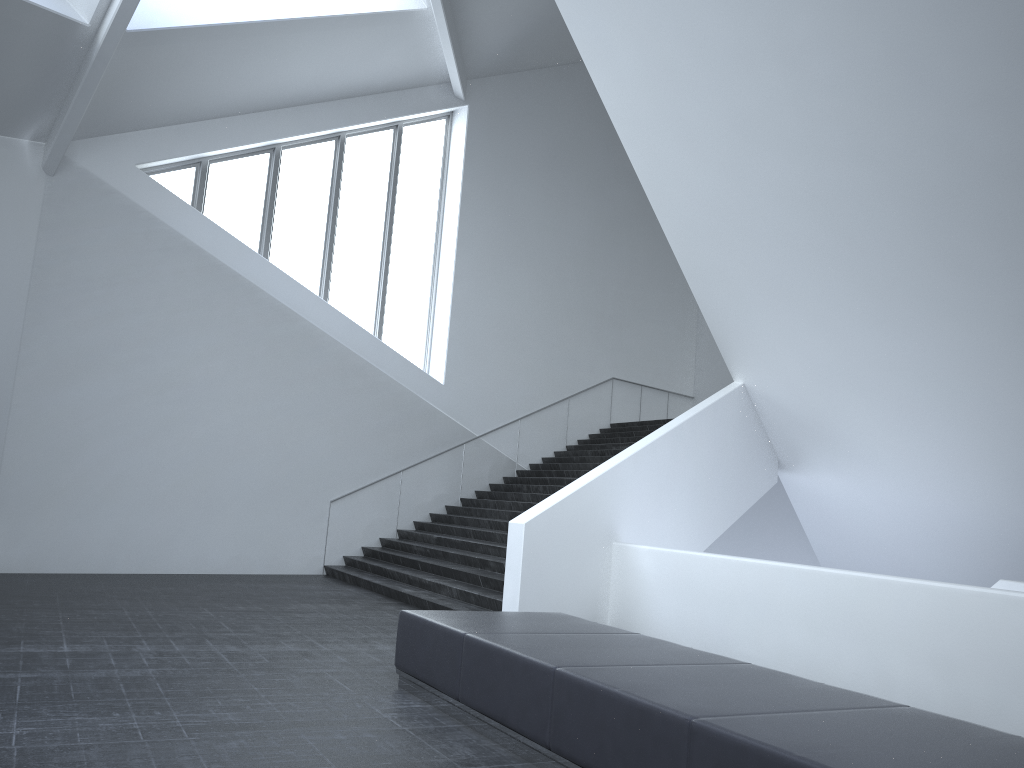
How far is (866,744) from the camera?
3.65m

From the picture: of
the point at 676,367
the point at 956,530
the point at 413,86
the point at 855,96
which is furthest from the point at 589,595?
the point at 676,367

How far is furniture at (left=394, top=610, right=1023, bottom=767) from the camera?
3.7 meters

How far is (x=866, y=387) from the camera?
11.7m

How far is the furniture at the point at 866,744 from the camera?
3.65m
